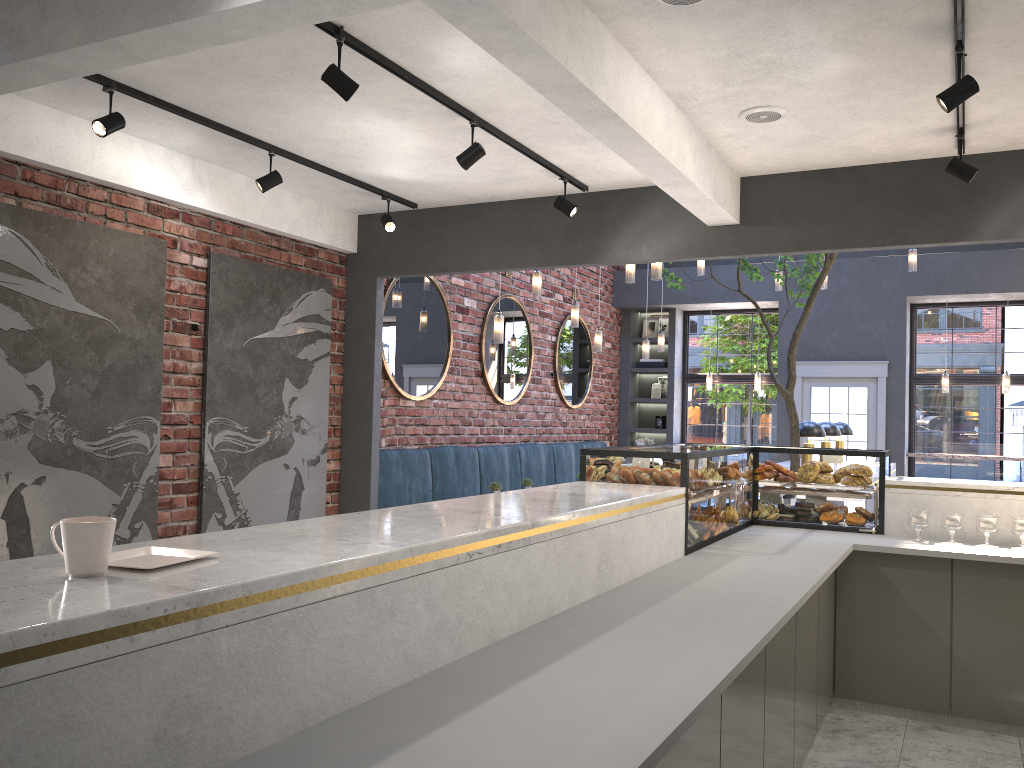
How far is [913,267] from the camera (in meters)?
9.08

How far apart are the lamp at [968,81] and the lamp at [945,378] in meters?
8.1 m

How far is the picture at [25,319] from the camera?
4.6 meters

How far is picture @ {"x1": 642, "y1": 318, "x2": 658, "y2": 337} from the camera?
12.78m

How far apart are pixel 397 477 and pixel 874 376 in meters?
6.4

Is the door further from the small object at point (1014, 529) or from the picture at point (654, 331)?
the small object at point (1014, 529)

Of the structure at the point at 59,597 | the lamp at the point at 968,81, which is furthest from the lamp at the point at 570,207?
the lamp at the point at 968,81

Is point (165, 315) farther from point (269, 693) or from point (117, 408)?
point (269, 693)

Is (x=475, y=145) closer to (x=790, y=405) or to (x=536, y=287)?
(x=536, y=287)

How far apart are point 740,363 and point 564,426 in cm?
297
